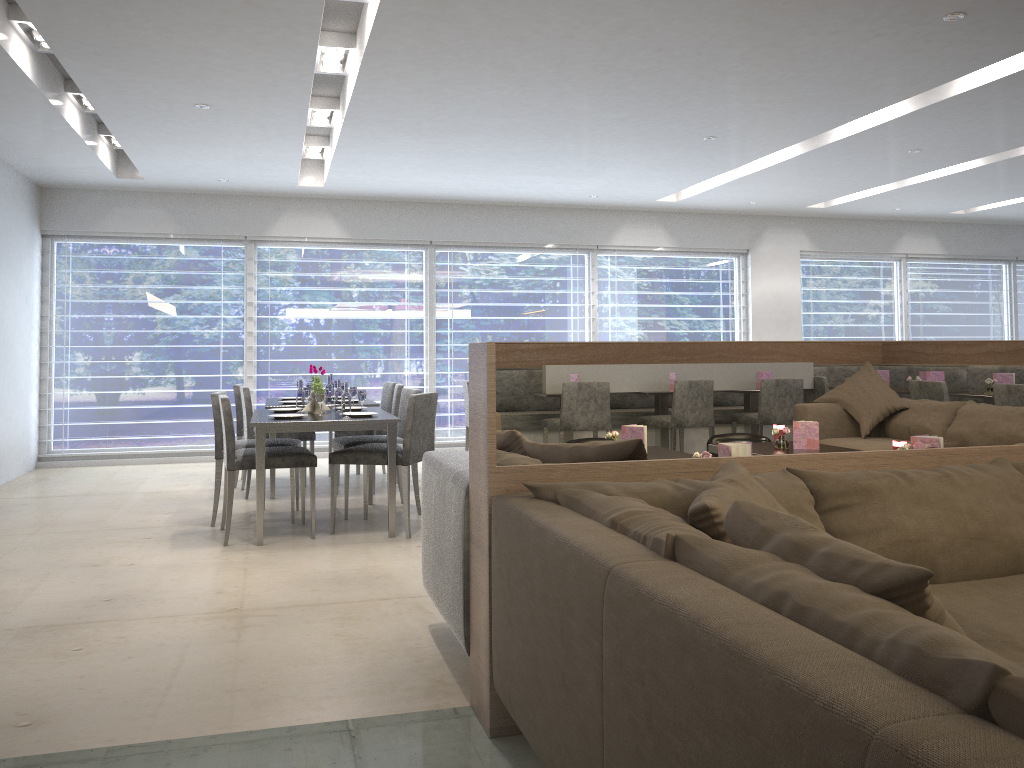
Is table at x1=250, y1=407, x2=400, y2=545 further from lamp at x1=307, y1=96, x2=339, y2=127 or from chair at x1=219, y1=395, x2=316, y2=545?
lamp at x1=307, y1=96, x2=339, y2=127

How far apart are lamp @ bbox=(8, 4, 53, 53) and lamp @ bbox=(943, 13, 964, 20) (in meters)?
4.37

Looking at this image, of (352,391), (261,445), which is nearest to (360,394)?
(352,391)

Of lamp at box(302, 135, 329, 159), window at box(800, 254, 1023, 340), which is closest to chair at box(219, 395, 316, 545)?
lamp at box(302, 135, 329, 159)

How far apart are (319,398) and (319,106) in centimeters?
216cm

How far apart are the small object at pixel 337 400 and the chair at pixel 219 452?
0.4m

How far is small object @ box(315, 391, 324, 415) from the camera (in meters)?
5.02

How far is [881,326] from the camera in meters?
10.3

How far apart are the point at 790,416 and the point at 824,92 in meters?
3.3

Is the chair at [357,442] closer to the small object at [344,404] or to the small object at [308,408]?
the small object at [308,408]
